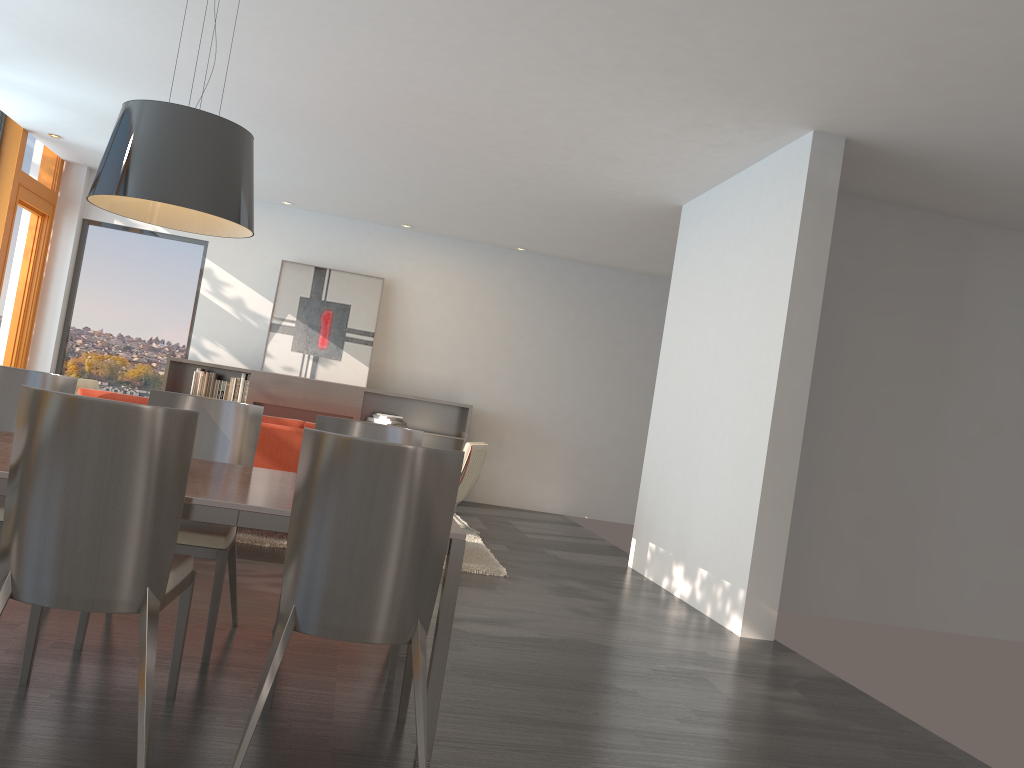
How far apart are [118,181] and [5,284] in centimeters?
741cm

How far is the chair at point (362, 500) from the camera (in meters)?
2.48

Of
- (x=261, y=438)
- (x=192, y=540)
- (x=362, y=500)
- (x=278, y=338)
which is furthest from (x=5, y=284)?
(x=362, y=500)

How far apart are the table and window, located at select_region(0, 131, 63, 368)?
6.3m

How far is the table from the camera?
2.62m

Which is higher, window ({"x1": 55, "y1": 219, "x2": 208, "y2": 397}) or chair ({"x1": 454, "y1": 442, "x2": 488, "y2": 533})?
window ({"x1": 55, "y1": 219, "x2": 208, "y2": 397})

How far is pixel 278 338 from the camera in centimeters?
1020cm

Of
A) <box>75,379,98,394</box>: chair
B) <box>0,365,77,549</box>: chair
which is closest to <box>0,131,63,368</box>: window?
<box>75,379,98,394</box>: chair

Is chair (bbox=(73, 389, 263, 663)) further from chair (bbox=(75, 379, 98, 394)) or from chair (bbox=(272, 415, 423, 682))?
chair (bbox=(75, 379, 98, 394))

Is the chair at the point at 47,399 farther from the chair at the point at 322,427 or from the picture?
the picture
